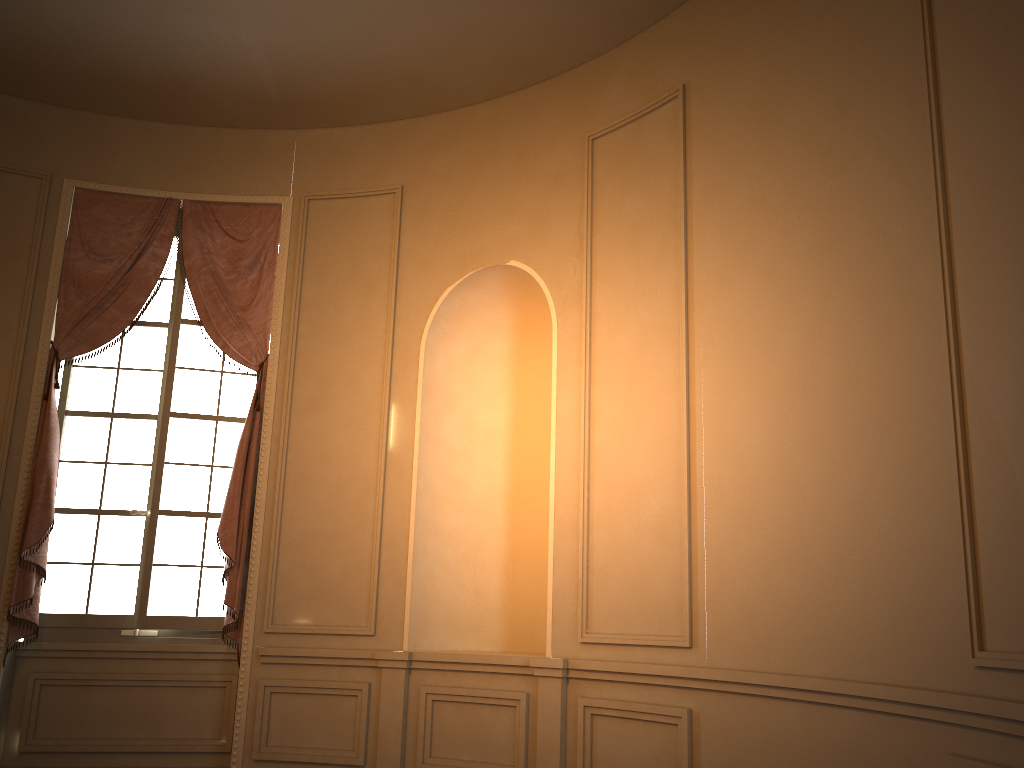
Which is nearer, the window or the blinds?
the blinds

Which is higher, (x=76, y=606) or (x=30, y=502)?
(x=30, y=502)

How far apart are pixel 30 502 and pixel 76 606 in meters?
0.7

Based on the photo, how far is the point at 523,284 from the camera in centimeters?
541cm

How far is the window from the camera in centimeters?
540cm

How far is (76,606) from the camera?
5.4 meters

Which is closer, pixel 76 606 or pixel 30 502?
pixel 30 502

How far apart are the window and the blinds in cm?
10

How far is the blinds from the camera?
5.19m
